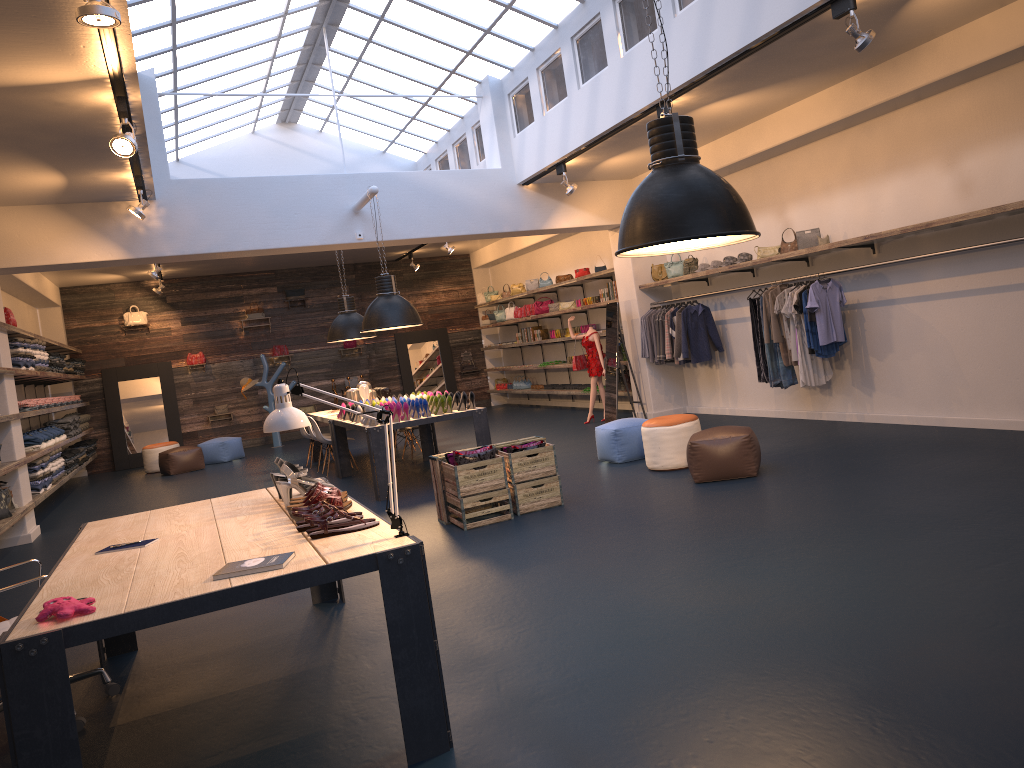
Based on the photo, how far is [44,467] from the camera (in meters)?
11.25

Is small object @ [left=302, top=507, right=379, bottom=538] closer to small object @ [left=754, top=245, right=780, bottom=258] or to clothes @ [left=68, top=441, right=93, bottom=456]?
small object @ [left=754, top=245, right=780, bottom=258]

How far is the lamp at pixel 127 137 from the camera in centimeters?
657cm

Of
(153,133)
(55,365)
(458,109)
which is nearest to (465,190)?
(458,109)

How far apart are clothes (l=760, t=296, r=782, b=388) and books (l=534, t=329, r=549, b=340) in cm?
762

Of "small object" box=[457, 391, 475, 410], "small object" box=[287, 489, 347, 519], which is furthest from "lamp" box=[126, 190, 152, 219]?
"small object" box=[287, 489, 347, 519]

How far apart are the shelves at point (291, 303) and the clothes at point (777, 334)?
12.0 meters

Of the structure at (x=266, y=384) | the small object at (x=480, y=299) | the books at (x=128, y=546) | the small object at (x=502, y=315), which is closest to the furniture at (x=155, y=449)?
the structure at (x=266, y=384)

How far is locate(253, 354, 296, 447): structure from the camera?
17.7 meters

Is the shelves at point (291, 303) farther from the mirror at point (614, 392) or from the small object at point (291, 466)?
the small object at point (291, 466)
